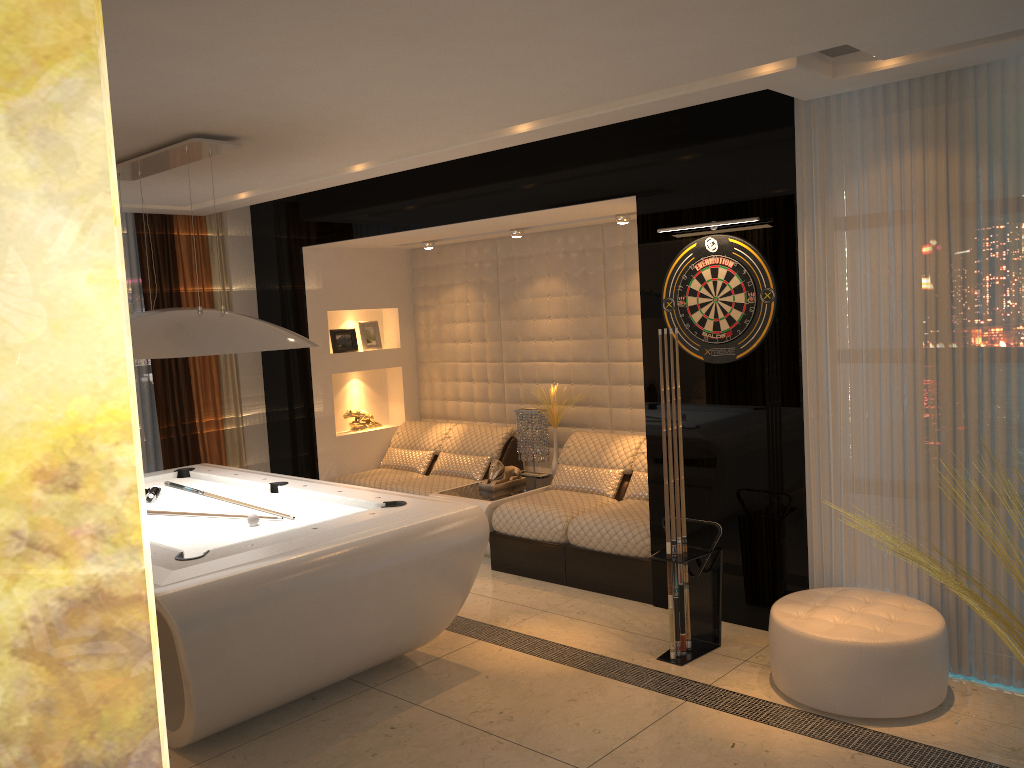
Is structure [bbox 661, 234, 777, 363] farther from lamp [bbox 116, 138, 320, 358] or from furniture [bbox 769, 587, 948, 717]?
lamp [bbox 116, 138, 320, 358]

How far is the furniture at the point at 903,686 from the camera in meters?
3.5

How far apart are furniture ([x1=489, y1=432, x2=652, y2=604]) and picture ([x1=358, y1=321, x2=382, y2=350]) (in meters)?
2.13

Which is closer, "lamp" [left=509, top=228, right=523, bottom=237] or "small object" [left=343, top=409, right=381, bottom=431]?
"lamp" [left=509, top=228, right=523, bottom=237]

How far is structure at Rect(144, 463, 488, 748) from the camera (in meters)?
3.31

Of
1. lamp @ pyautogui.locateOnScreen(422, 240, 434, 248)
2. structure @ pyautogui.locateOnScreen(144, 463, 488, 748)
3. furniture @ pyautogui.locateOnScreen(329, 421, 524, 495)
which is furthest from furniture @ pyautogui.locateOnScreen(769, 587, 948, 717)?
lamp @ pyautogui.locateOnScreen(422, 240, 434, 248)

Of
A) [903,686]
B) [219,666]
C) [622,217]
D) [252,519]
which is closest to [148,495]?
[252,519]

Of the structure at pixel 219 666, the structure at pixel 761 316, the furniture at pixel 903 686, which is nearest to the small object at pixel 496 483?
the structure at pixel 219 666

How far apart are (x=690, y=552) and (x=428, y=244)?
3.8m

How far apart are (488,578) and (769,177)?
3.05m
